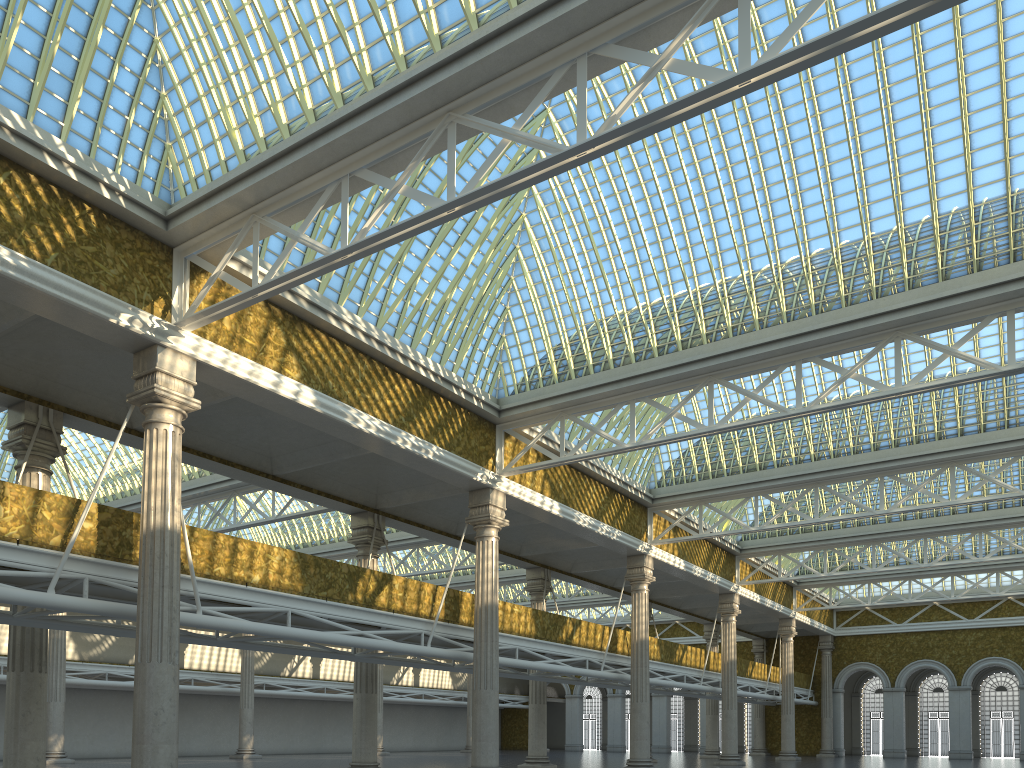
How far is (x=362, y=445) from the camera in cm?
2229
